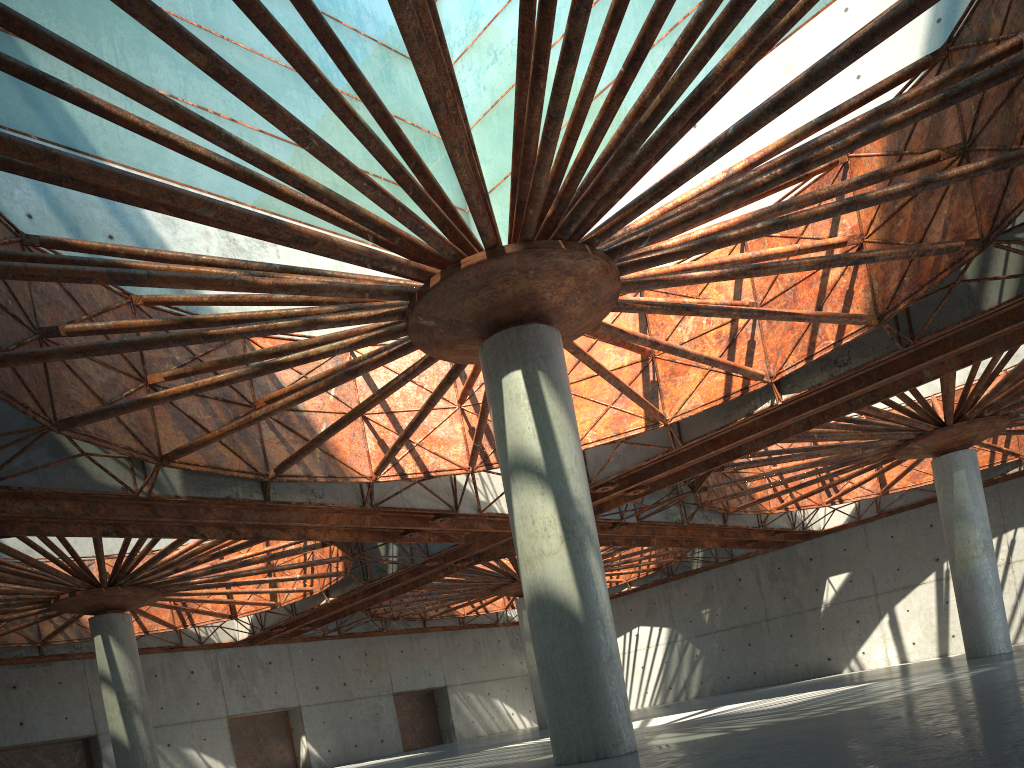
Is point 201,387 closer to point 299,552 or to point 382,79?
point 299,552
